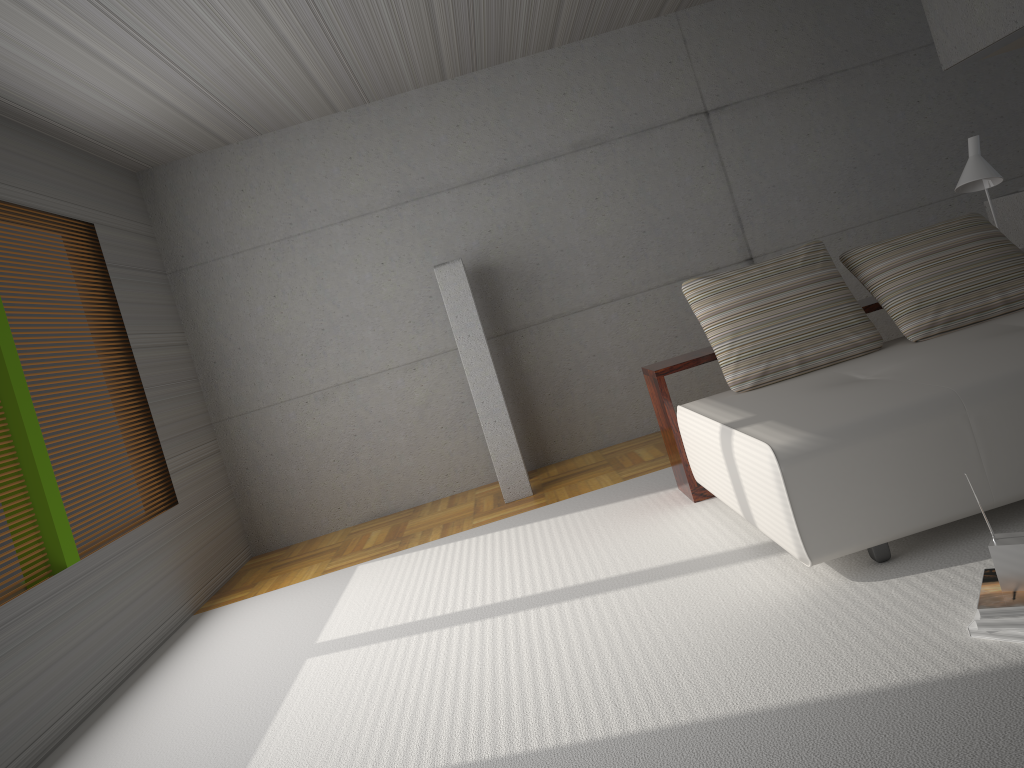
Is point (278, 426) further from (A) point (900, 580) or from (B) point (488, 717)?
(A) point (900, 580)

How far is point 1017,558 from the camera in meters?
2.4 m

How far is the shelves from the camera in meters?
4.6 m

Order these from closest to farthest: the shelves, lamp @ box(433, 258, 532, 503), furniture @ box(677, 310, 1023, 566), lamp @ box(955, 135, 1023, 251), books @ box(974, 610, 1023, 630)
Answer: books @ box(974, 610, 1023, 630) < furniture @ box(677, 310, 1023, 566) < the shelves < lamp @ box(955, 135, 1023, 251) < lamp @ box(433, 258, 532, 503)

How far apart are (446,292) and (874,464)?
3.52m

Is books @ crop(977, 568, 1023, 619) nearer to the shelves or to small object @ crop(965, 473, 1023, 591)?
small object @ crop(965, 473, 1023, 591)

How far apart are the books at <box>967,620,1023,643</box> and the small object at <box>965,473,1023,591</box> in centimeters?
13cm

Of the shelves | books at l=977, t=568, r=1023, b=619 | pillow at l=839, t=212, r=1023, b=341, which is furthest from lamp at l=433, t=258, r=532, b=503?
books at l=977, t=568, r=1023, b=619

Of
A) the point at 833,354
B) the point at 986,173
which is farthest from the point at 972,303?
the point at 986,173

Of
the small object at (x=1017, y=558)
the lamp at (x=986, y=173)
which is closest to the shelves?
the lamp at (x=986, y=173)
